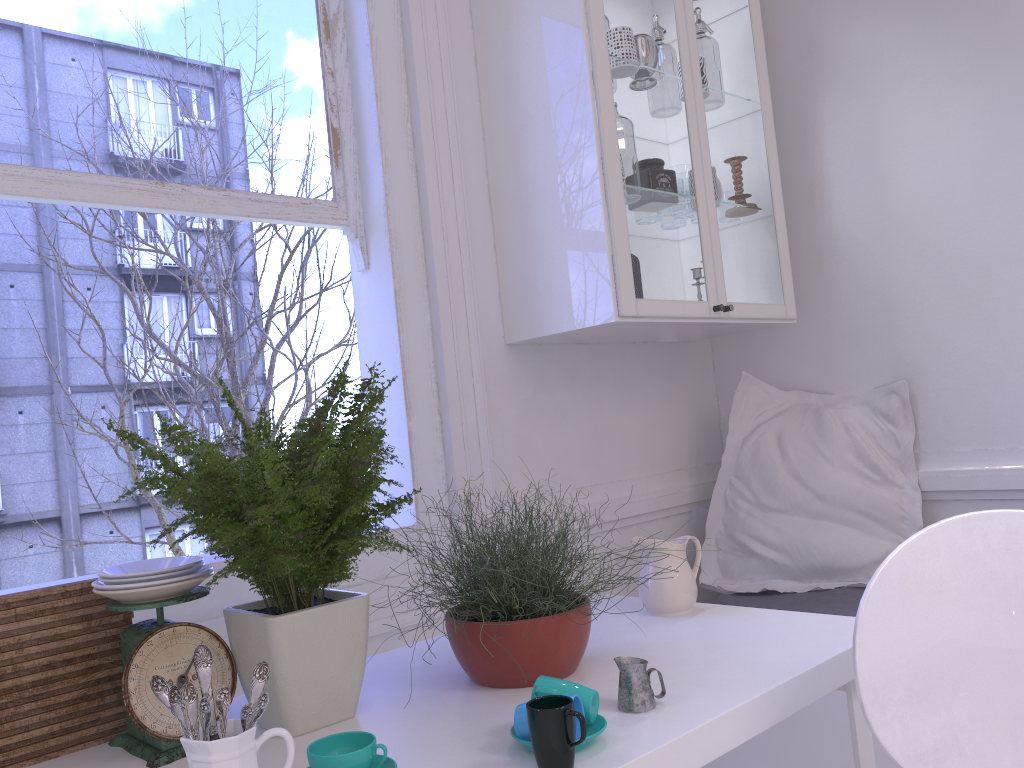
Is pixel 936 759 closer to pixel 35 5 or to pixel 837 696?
pixel 837 696

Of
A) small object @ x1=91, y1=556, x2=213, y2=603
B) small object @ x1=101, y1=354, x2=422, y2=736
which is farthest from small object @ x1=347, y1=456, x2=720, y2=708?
small object @ x1=91, y1=556, x2=213, y2=603

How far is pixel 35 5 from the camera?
1.8m

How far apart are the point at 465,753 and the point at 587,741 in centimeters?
16cm

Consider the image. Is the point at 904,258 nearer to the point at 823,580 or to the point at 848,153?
the point at 848,153

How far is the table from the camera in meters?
1.1

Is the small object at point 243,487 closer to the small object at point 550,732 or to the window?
the small object at point 550,732

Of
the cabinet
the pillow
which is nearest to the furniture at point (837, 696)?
the pillow

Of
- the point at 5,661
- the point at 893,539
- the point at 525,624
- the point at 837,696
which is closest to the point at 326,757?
the point at 525,624

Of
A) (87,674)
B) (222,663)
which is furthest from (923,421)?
(87,674)
